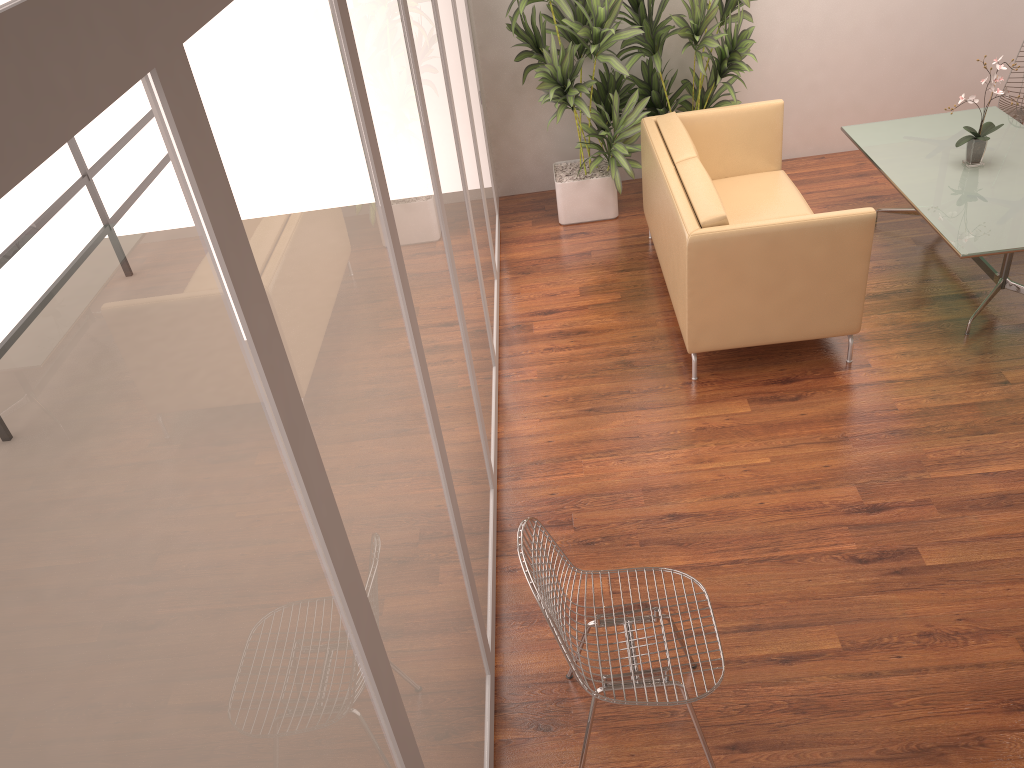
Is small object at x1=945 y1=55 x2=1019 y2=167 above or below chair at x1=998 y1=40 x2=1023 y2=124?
above

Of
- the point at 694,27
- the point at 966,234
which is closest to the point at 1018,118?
the point at 966,234

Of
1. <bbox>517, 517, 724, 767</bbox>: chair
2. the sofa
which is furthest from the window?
the sofa

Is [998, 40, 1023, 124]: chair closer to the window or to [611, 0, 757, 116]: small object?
[611, 0, 757, 116]: small object

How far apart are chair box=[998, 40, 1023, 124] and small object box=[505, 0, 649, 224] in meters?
2.4

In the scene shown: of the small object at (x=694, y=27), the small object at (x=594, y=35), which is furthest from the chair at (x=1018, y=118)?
the small object at (x=594, y=35)

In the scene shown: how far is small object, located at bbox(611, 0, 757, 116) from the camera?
5.59m

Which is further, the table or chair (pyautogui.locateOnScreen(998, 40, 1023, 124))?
chair (pyautogui.locateOnScreen(998, 40, 1023, 124))

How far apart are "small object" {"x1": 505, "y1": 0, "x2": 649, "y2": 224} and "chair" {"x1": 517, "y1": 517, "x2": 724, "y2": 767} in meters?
3.8

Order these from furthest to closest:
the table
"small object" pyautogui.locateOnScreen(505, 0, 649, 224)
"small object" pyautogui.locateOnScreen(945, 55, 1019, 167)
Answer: "small object" pyautogui.locateOnScreen(505, 0, 649, 224) < "small object" pyautogui.locateOnScreen(945, 55, 1019, 167) < the table
